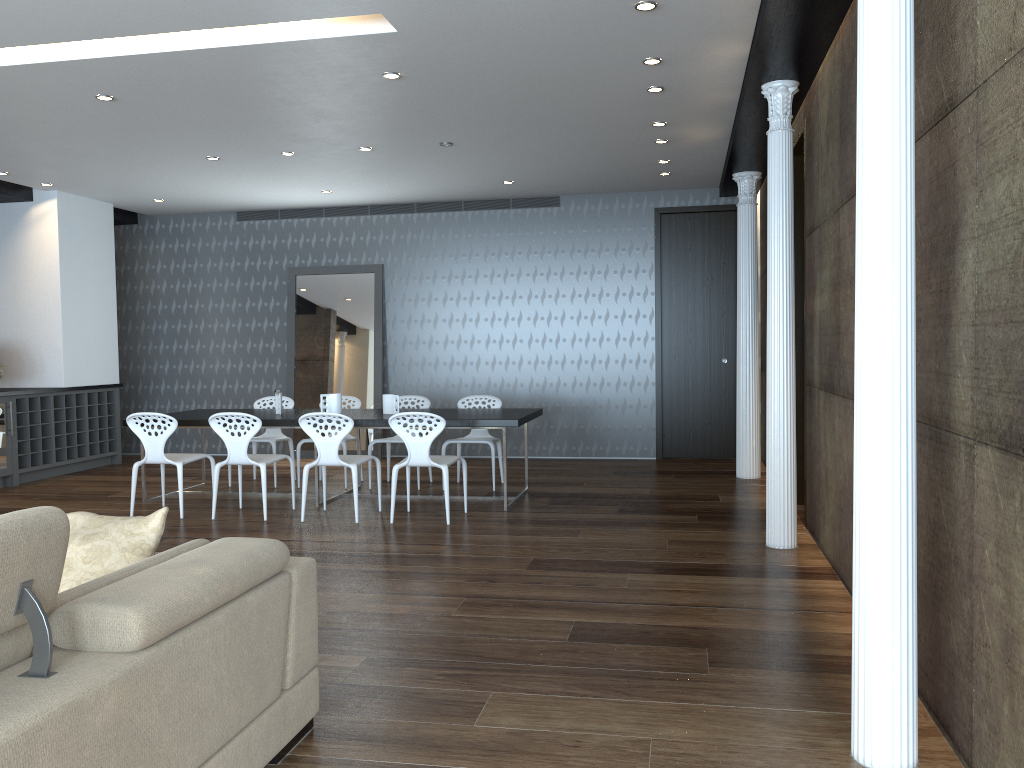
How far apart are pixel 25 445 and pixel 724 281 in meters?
7.5

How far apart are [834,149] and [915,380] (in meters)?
2.63

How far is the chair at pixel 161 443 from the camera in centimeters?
688cm

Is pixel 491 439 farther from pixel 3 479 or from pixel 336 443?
pixel 3 479

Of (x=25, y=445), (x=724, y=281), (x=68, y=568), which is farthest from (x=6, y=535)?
(x=724, y=281)

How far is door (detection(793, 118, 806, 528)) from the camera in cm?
692

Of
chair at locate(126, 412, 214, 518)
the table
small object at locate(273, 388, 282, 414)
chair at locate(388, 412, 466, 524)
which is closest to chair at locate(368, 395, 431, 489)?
the table

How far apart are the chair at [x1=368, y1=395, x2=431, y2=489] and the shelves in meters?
3.8

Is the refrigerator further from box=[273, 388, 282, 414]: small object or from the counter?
box=[273, 388, 282, 414]: small object

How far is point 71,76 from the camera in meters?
5.5 m
